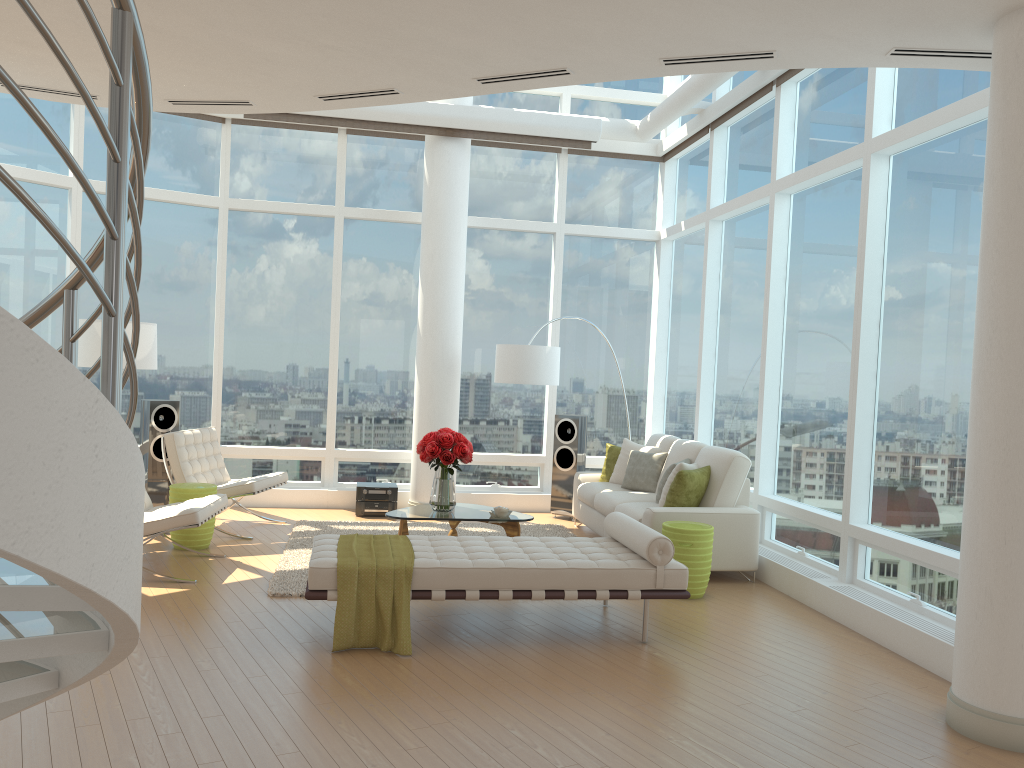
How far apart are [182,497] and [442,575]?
3.2m

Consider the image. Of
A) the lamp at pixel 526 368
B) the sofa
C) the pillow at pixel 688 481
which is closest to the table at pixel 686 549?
the sofa

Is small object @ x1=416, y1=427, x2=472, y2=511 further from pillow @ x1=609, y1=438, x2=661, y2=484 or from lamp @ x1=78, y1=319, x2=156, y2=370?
lamp @ x1=78, y1=319, x2=156, y2=370

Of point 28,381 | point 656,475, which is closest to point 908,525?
point 656,475

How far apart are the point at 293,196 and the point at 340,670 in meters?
6.7

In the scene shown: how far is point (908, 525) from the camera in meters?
5.9 m

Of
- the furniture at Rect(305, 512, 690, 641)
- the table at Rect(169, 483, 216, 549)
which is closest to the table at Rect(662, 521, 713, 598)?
the furniture at Rect(305, 512, 690, 641)

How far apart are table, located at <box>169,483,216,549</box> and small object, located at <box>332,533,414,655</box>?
2.2m

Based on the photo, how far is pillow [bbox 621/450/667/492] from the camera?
8.5m

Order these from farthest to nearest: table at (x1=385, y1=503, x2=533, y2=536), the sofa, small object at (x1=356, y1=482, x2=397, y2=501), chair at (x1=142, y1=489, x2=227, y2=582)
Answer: small object at (x1=356, y1=482, x2=397, y2=501), table at (x1=385, y1=503, x2=533, y2=536), the sofa, chair at (x1=142, y1=489, x2=227, y2=582)
